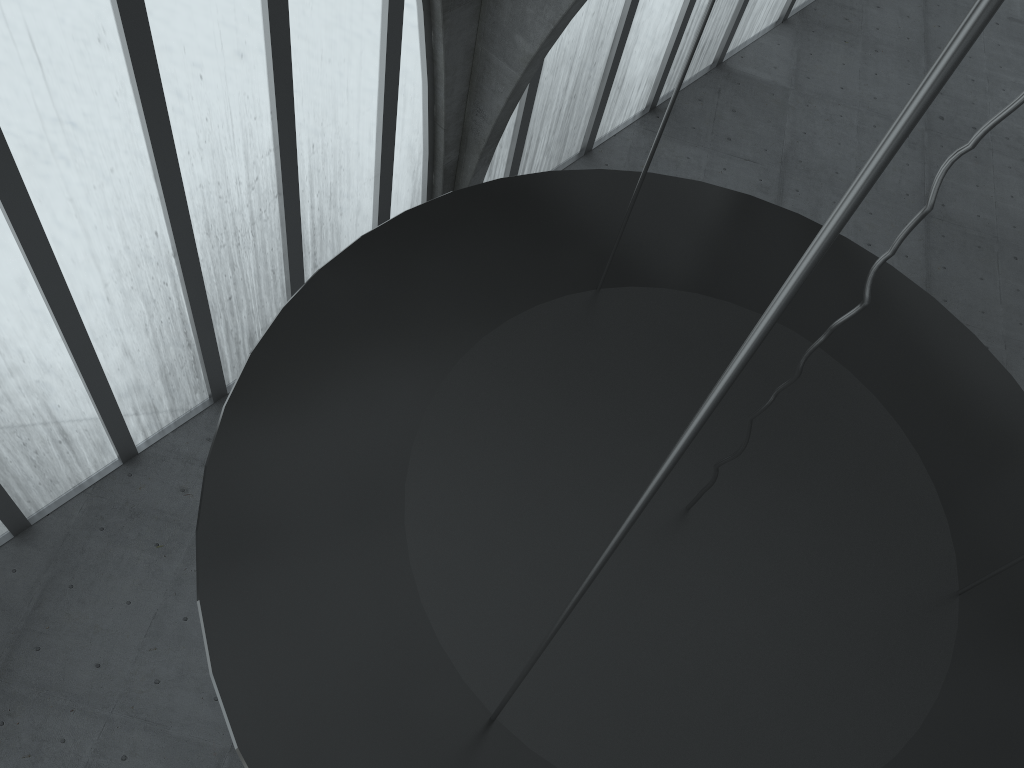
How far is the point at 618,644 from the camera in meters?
8.6 m

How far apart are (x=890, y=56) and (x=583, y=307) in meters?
38.2 m
